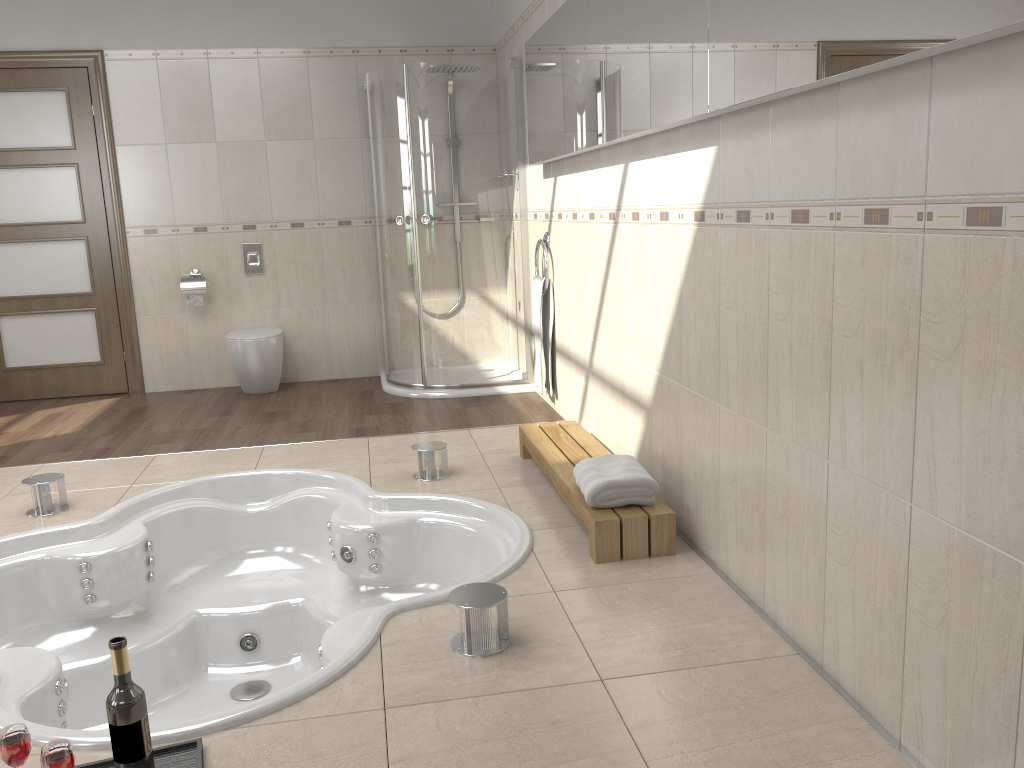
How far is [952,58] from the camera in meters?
1.5 m

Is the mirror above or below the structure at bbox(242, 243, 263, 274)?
above

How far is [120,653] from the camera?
1.7 meters

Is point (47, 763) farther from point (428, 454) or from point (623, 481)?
point (428, 454)

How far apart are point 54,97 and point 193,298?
1.46m

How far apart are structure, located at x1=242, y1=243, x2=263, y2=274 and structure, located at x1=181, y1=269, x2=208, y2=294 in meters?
0.3 m

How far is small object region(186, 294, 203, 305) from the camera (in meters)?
5.62

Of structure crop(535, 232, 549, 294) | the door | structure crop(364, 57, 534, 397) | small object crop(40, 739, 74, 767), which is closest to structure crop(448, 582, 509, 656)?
small object crop(40, 739, 74, 767)

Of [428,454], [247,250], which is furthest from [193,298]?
[428,454]

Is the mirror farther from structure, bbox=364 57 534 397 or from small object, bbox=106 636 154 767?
small object, bbox=106 636 154 767
